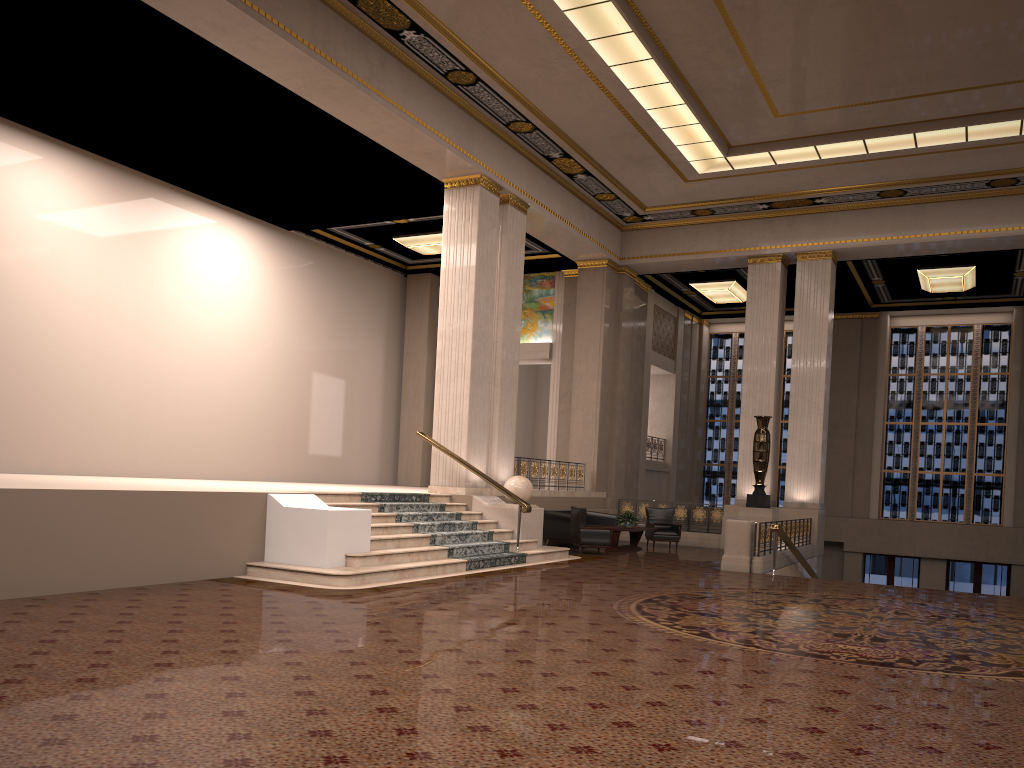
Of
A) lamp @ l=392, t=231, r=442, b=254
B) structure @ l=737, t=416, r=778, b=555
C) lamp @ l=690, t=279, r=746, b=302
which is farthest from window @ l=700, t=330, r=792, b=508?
lamp @ l=392, t=231, r=442, b=254

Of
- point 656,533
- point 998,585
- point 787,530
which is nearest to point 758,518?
point 787,530

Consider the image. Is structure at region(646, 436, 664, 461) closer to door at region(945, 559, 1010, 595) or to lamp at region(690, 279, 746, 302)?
lamp at region(690, 279, 746, 302)

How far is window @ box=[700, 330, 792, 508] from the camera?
26.3 meters

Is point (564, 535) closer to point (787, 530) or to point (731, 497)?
point (787, 530)

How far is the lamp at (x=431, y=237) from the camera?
19.5 meters

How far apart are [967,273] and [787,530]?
8.53m

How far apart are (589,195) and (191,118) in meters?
8.5 m

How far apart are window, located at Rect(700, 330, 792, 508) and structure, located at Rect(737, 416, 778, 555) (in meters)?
8.61

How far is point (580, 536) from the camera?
15.4 meters
